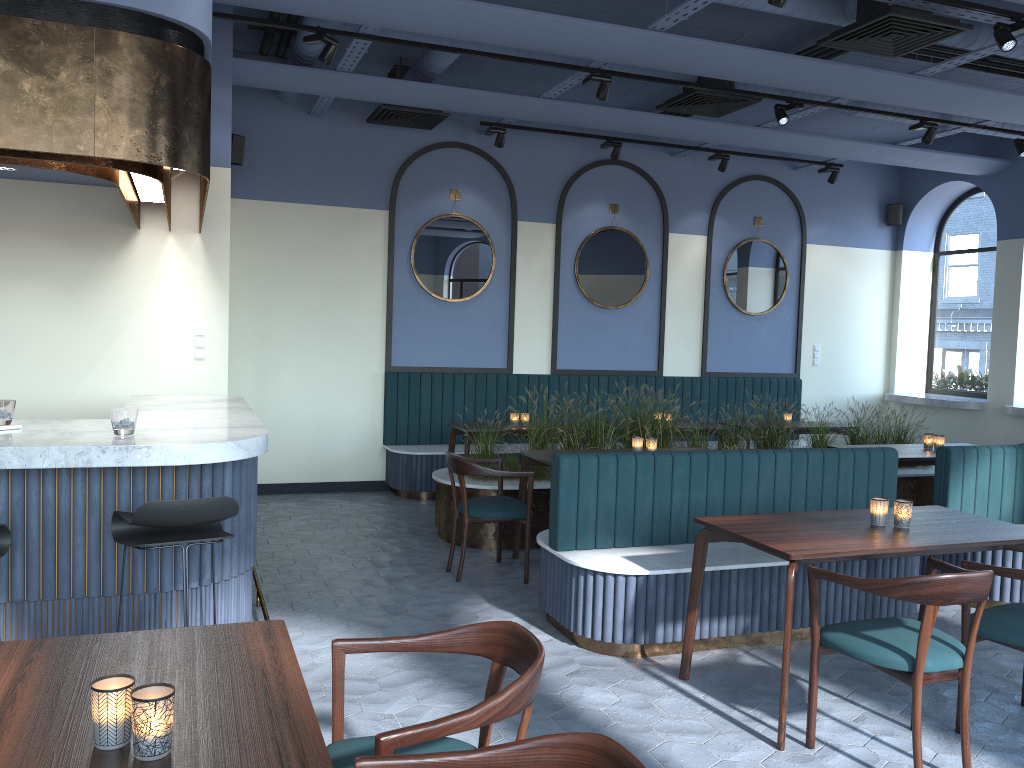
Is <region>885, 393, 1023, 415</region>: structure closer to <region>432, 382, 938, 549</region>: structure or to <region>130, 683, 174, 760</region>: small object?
<region>432, 382, 938, 549</region>: structure

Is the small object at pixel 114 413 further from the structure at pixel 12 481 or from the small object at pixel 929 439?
the small object at pixel 929 439

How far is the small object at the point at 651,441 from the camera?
6.1 meters

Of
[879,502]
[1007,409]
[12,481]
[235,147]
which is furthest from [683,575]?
[1007,409]

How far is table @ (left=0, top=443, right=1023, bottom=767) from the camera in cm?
169

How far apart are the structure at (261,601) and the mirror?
4.3m

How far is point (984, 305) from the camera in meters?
9.9 m

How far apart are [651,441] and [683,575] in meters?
1.8 m

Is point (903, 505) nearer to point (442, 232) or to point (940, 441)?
point (940, 441)

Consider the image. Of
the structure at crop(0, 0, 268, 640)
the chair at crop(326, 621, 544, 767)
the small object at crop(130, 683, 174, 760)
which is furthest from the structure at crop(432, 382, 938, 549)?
the small object at crop(130, 683, 174, 760)
